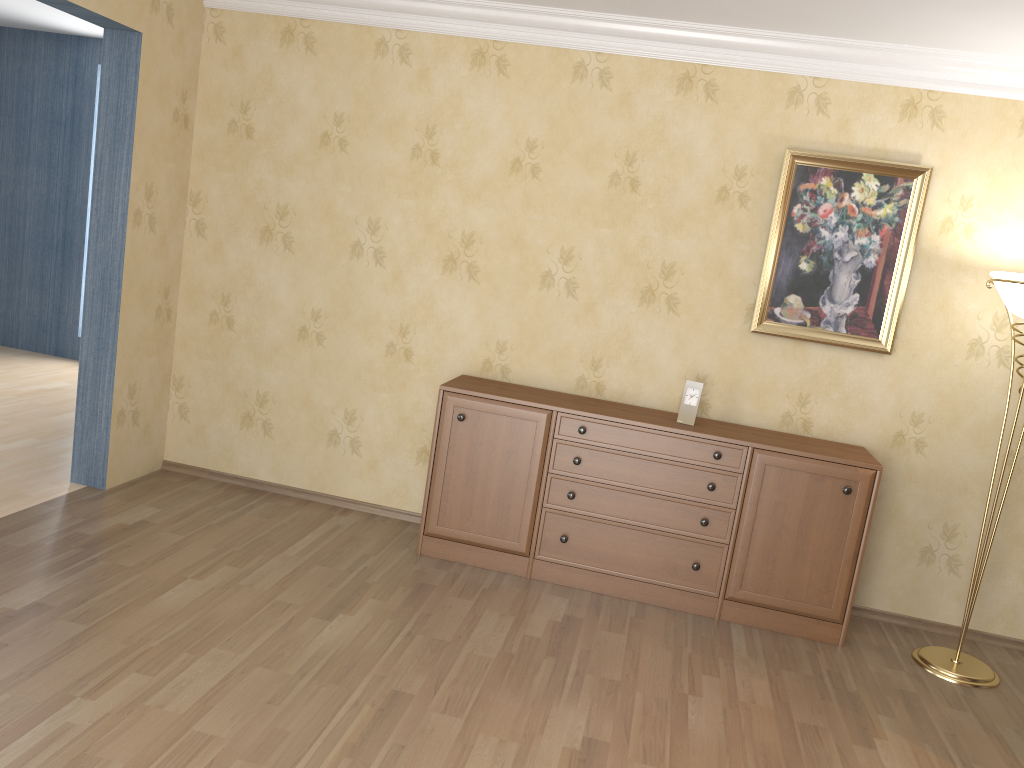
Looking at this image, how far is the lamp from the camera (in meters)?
3.53

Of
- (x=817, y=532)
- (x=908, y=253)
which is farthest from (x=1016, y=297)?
(x=817, y=532)

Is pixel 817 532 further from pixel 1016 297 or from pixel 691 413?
pixel 1016 297

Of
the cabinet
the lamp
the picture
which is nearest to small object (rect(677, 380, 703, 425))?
the cabinet

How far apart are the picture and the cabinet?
0.5 meters

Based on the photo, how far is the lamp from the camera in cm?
353

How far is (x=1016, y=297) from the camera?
3.53m

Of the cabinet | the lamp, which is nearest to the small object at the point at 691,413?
the cabinet

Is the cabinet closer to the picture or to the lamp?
the lamp

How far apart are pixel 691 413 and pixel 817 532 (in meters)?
0.75
